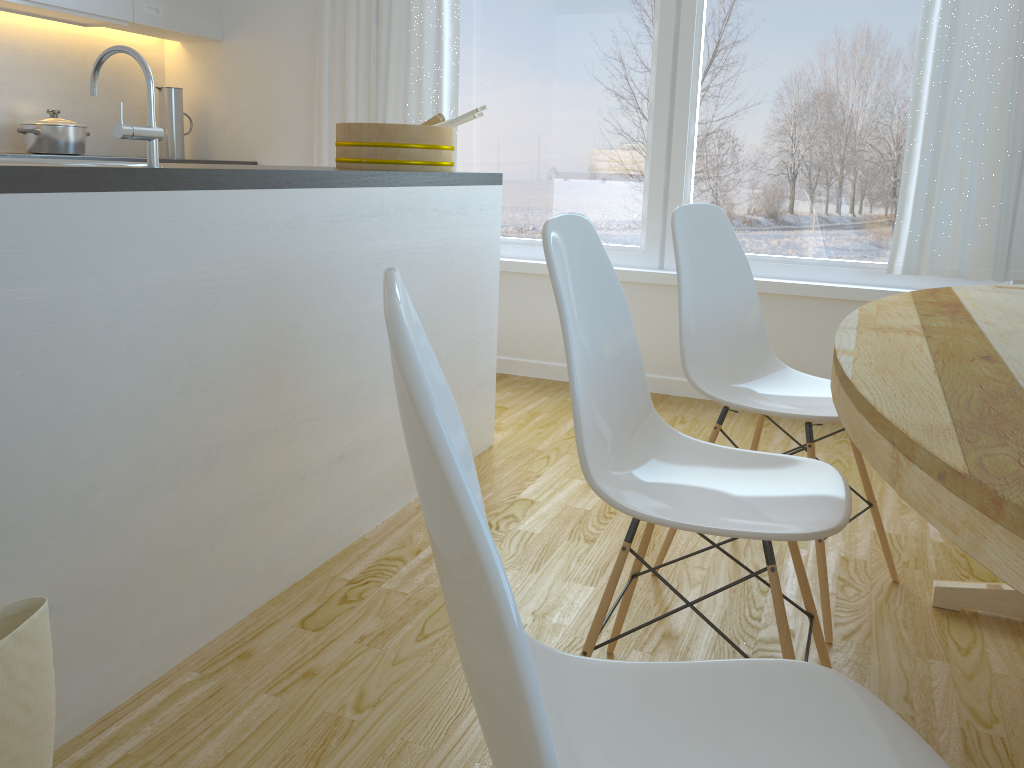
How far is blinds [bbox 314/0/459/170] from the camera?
3.94m

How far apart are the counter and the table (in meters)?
1.14

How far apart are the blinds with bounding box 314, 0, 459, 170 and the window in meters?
0.1 m

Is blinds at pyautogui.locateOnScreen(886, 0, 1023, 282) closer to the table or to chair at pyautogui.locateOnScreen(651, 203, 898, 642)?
the table

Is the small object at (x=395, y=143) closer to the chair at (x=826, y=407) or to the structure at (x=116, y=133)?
the chair at (x=826, y=407)

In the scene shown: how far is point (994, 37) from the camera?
3.1m

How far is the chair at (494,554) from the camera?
0.5 meters

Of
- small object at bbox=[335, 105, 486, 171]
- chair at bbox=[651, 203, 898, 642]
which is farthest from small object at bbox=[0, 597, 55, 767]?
small object at bbox=[335, 105, 486, 171]

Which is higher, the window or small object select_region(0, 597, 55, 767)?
the window

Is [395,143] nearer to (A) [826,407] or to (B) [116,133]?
(B) [116,133]
